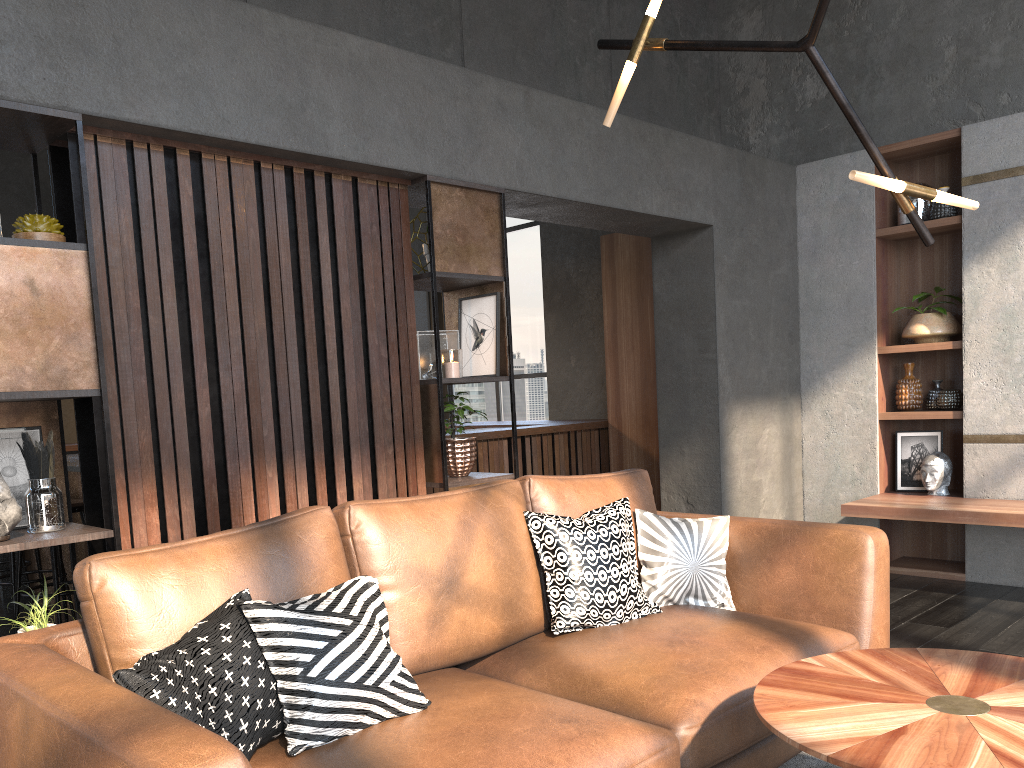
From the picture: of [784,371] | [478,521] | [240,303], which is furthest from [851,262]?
[240,303]

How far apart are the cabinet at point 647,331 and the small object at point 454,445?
2.86m

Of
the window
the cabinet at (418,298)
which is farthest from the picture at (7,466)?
the cabinet at (418,298)

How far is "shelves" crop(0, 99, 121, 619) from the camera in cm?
245

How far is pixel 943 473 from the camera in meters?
5.0 m

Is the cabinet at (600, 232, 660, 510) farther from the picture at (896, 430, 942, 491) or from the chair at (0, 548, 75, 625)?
the chair at (0, 548, 75, 625)

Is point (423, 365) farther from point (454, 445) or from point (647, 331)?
point (647, 331)

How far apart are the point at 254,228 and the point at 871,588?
2.4 meters

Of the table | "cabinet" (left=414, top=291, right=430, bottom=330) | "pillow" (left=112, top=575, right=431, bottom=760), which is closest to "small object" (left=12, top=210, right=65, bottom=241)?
"pillow" (left=112, top=575, right=431, bottom=760)

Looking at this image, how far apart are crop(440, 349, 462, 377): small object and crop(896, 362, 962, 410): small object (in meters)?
3.00
